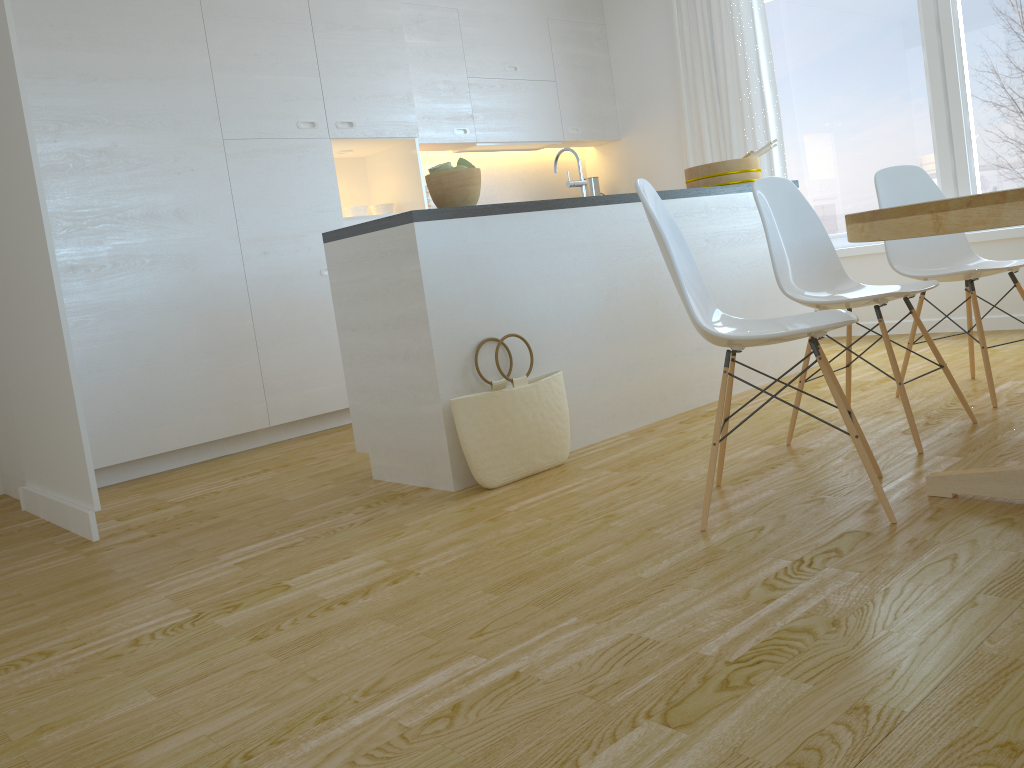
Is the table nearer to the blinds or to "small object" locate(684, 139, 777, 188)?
"small object" locate(684, 139, 777, 188)

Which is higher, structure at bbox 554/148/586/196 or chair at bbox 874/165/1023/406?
structure at bbox 554/148/586/196

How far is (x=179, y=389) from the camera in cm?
419

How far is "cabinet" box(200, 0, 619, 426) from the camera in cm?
442

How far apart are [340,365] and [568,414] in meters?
1.9 m

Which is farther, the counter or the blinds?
the blinds

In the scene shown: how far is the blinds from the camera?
5.5m

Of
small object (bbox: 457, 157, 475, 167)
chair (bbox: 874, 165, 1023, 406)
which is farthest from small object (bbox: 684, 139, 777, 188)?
small object (bbox: 457, 157, 475, 167)

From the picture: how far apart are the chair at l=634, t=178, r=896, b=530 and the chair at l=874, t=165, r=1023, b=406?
0.93m

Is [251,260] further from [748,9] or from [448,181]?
[748,9]
